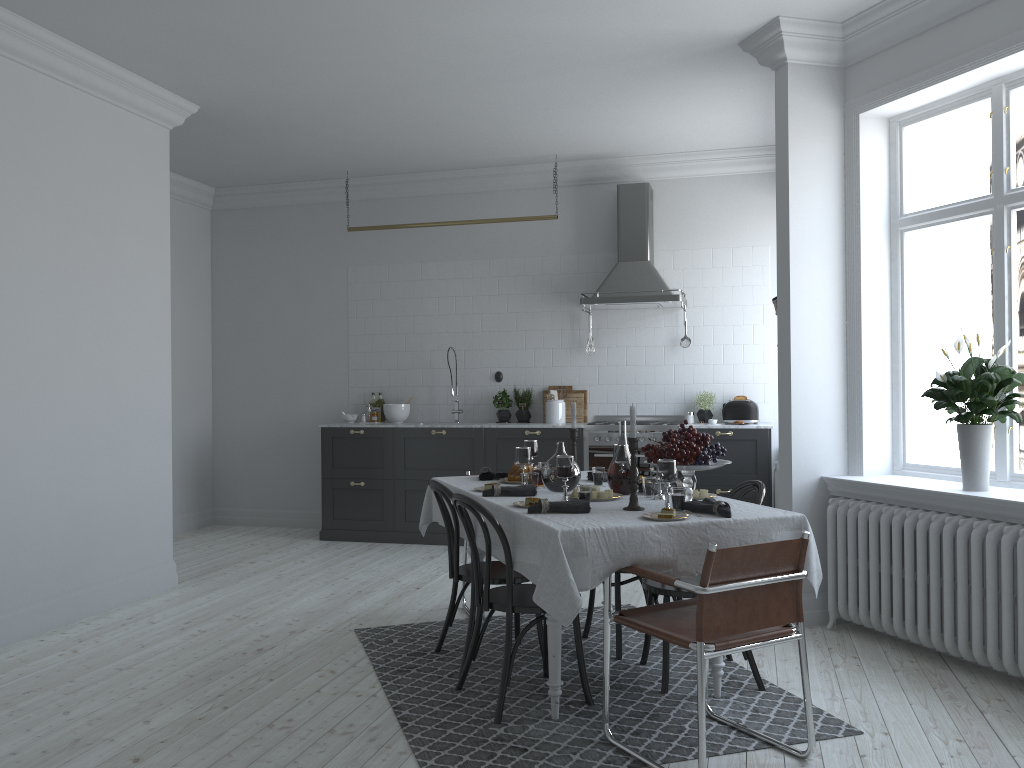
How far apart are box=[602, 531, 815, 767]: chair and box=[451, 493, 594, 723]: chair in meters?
0.4 m

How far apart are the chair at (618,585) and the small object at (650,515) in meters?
1.1 m

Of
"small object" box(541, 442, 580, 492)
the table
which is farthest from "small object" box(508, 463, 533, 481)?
"small object" box(541, 442, 580, 492)

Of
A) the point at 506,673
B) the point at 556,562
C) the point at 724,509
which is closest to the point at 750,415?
the point at 724,509

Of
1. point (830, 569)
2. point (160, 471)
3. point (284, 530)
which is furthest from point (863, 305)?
point (284, 530)

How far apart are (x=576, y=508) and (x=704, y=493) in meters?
0.8 m

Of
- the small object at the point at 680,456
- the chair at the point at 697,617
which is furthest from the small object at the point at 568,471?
the chair at the point at 697,617

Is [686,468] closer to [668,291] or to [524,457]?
[524,457]

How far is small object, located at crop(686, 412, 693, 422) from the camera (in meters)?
7.54

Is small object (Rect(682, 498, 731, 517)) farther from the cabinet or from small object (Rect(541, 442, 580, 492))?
the cabinet
